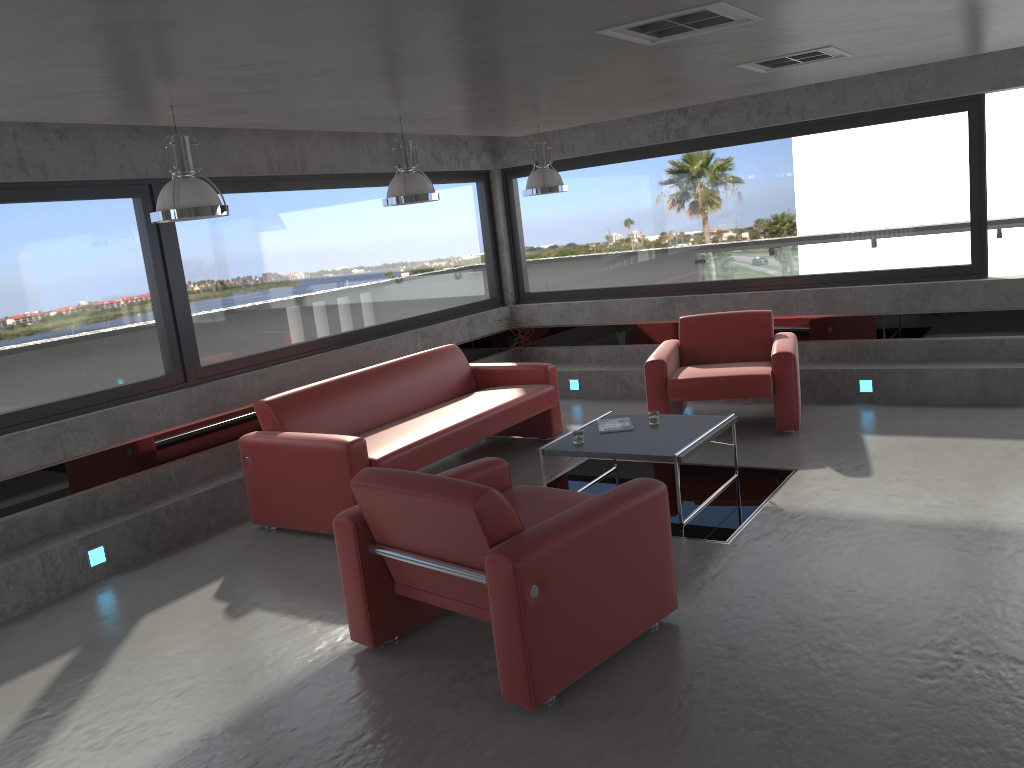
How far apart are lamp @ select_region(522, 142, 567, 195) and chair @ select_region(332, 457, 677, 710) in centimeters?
336cm

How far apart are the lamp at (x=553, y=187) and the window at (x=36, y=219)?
1.6m

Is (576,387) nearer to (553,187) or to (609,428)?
(553,187)

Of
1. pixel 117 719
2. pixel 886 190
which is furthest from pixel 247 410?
pixel 886 190

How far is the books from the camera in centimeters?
600cm

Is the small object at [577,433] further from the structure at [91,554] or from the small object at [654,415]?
the structure at [91,554]

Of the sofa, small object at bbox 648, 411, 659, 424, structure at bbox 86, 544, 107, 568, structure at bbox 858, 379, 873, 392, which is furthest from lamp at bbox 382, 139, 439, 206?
structure at bbox 858, 379, 873, 392

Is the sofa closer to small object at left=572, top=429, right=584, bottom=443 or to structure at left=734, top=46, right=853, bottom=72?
small object at left=572, top=429, right=584, bottom=443

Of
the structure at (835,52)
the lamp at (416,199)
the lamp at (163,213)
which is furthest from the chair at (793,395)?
the lamp at (163,213)

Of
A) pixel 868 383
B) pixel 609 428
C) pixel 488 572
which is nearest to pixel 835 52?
pixel 609 428
